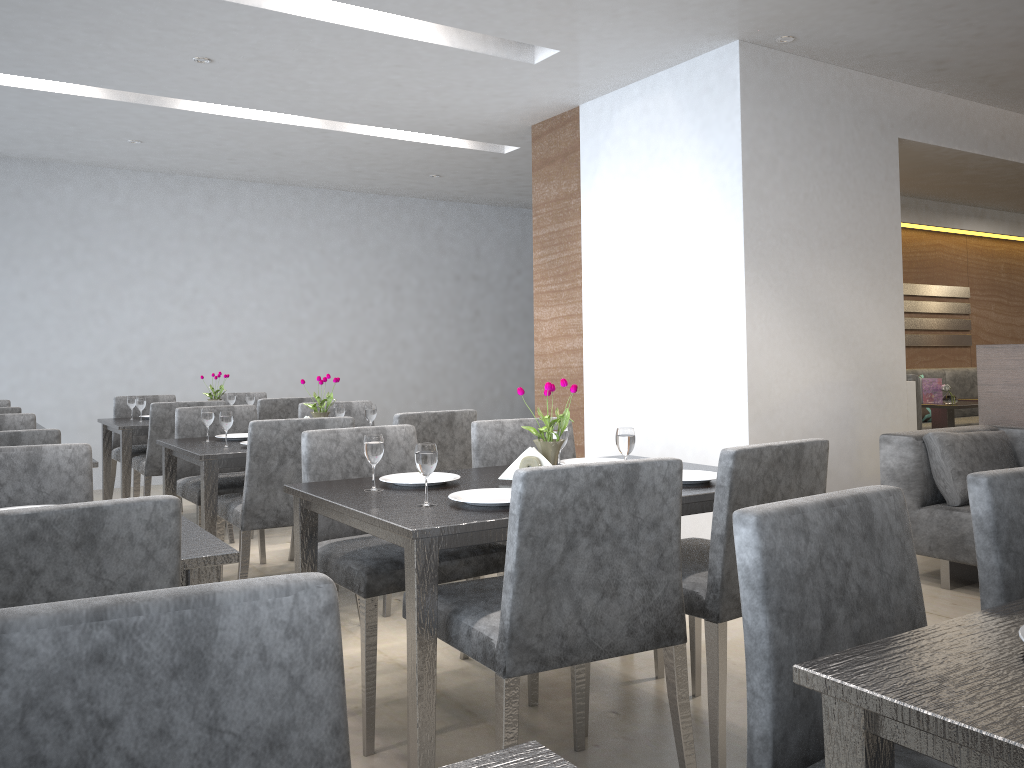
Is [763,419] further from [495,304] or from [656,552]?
[495,304]

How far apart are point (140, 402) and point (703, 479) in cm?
365

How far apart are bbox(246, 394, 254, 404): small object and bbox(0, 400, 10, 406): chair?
1.39m

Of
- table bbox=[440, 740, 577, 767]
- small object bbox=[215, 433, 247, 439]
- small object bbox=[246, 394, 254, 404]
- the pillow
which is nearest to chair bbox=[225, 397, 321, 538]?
small object bbox=[246, 394, 254, 404]

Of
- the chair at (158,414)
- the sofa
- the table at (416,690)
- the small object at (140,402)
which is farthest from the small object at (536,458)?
the small object at (140,402)

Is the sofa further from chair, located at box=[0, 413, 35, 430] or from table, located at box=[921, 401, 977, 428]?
chair, located at box=[0, 413, 35, 430]

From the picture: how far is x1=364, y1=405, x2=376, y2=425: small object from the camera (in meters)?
3.81

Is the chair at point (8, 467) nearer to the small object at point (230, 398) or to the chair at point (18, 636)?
the chair at point (18, 636)

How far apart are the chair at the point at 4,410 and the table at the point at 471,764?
4.3m

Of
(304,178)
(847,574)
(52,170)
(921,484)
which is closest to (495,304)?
(304,178)
